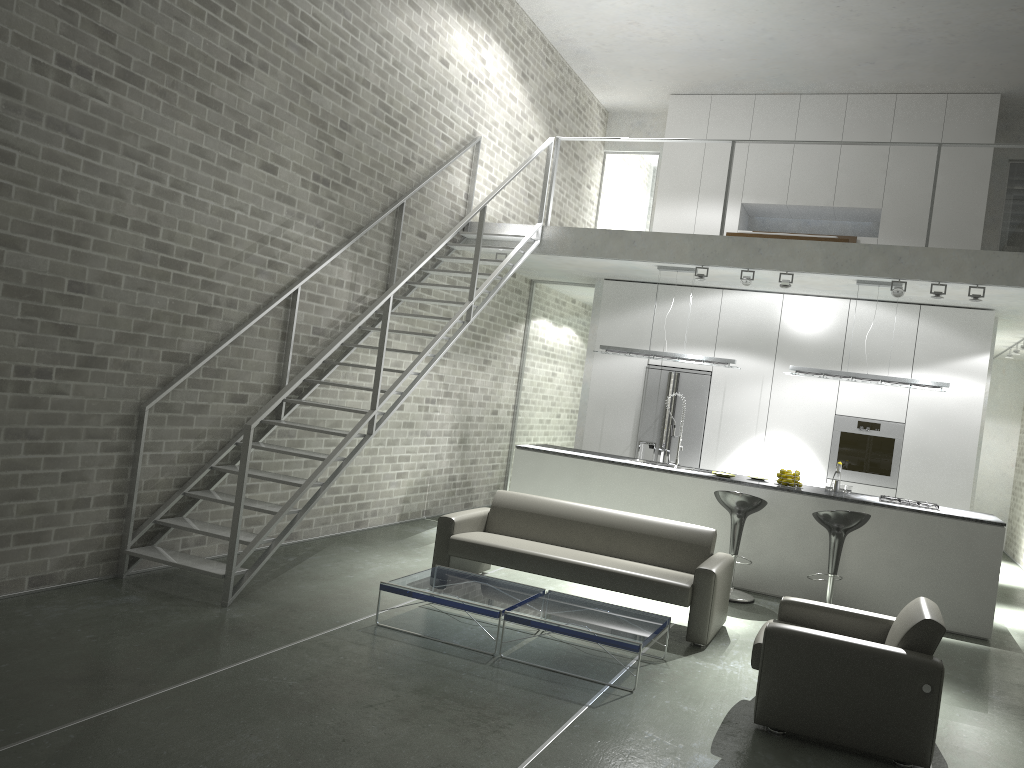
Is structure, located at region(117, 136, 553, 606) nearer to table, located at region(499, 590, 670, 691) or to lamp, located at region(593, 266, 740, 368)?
lamp, located at region(593, 266, 740, 368)

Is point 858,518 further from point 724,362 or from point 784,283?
point 784,283

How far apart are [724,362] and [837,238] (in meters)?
2.24

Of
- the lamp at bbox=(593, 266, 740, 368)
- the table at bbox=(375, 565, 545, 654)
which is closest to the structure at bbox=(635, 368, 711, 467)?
the lamp at bbox=(593, 266, 740, 368)

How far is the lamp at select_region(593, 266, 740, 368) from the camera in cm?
888

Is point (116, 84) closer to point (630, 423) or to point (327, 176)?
point (327, 176)

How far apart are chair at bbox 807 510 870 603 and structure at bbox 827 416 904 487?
2.4 meters

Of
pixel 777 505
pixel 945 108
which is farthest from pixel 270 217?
pixel 945 108

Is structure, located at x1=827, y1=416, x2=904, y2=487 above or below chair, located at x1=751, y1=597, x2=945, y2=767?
above

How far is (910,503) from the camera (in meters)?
7.83
